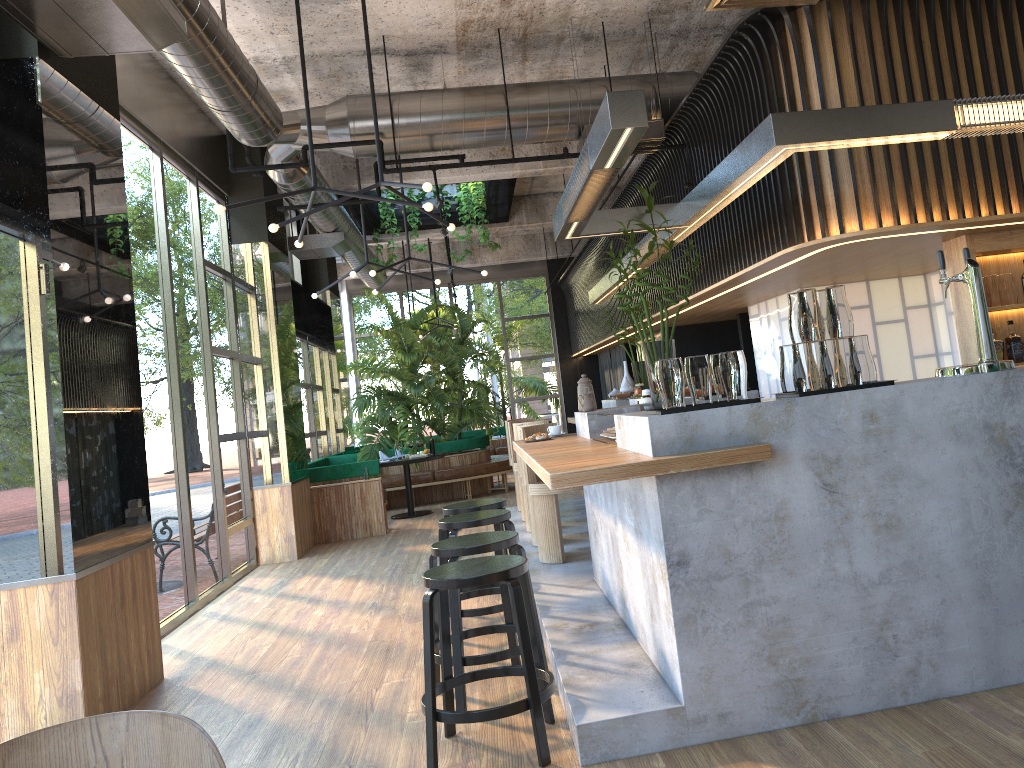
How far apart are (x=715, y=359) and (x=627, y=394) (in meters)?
5.62

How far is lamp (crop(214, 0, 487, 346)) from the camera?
5.09m

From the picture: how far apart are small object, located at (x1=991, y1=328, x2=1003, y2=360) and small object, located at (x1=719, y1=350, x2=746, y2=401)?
3.1 meters

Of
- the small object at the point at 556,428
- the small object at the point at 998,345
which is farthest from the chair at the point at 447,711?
the small object at the point at 998,345

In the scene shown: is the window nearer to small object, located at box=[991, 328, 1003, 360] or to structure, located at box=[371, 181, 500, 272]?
structure, located at box=[371, 181, 500, 272]

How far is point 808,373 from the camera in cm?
350

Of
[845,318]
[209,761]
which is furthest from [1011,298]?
[209,761]

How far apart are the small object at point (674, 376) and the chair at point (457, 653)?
1.2 meters

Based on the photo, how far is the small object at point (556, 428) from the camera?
5.9 meters

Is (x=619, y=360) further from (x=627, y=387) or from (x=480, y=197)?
(x=627, y=387)
